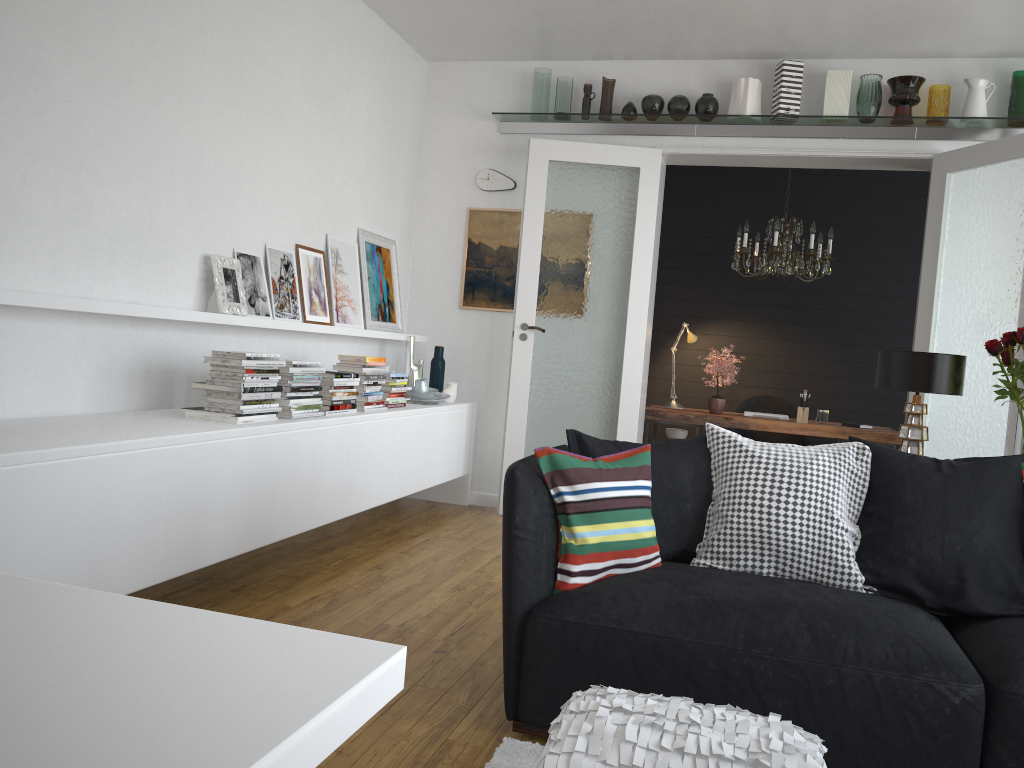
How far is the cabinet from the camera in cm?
246

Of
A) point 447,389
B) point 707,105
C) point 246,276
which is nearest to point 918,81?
point 707,105

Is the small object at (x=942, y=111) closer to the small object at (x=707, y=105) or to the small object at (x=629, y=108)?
the small object at (x=707, y=105)

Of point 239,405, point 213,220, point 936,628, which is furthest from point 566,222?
point 936,628

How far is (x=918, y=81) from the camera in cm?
525

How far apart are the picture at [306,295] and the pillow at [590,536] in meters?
2.5

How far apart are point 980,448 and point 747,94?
2.5 meters

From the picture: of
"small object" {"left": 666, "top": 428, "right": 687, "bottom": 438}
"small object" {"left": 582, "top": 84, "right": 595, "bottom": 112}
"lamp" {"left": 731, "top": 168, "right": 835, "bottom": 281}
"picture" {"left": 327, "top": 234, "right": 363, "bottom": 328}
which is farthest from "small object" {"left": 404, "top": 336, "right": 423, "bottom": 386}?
"lamp" {"left": 731, "top": 168, "right": 835, "bottom": 281}

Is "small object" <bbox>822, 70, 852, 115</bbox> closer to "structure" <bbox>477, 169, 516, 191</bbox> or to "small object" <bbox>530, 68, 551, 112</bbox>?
"small object" <bbox>530, 68, 551, 112</bbox>

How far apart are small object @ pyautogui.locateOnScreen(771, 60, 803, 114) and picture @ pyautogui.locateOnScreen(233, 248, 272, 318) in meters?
3.3 m
